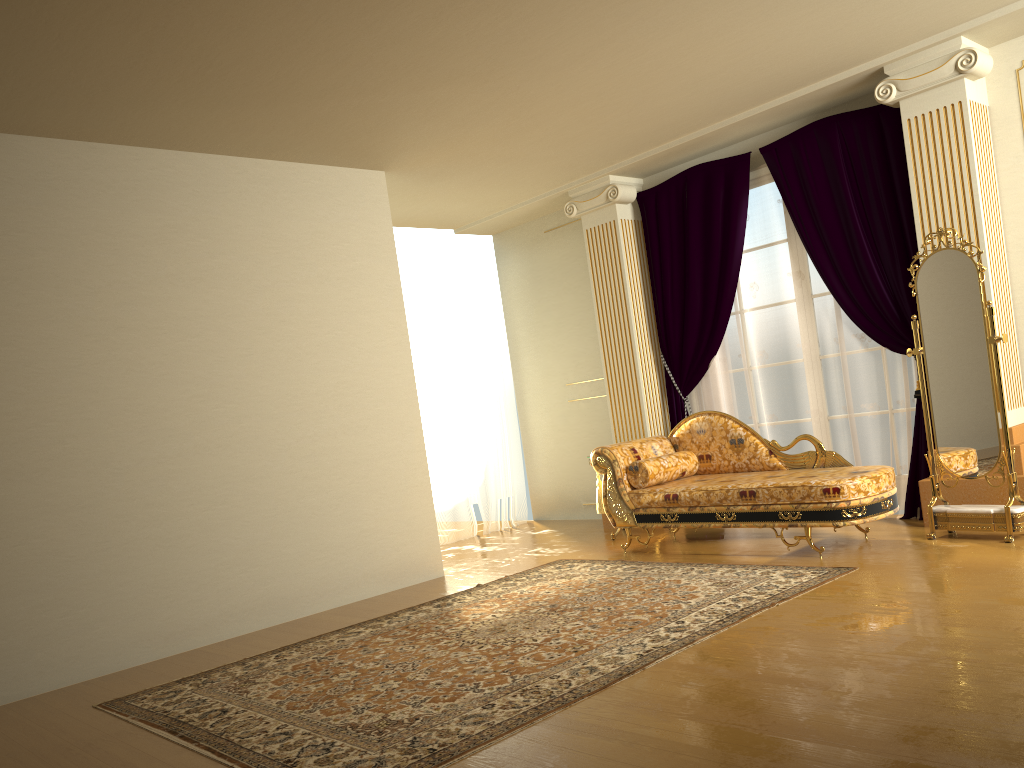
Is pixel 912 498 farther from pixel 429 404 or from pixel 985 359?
pixel 429 404

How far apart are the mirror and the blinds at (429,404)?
4.0m

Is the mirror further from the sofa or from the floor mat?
the floor mat

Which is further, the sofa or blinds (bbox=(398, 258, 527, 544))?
blinds (bbox=(398, 258, 527, 544))

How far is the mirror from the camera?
4.7m

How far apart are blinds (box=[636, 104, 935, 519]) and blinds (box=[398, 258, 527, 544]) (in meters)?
1.84

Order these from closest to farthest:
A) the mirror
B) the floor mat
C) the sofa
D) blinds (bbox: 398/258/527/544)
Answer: the floor mat → the mirror → the sofa → blinds (bbox: 398/258/527/544)

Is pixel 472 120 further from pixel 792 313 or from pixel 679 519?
pixel 679 519

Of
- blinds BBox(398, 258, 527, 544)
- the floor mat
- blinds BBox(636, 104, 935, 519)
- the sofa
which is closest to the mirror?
the sofa

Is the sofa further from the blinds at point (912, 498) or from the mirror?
the blinds at point (912, 498)
